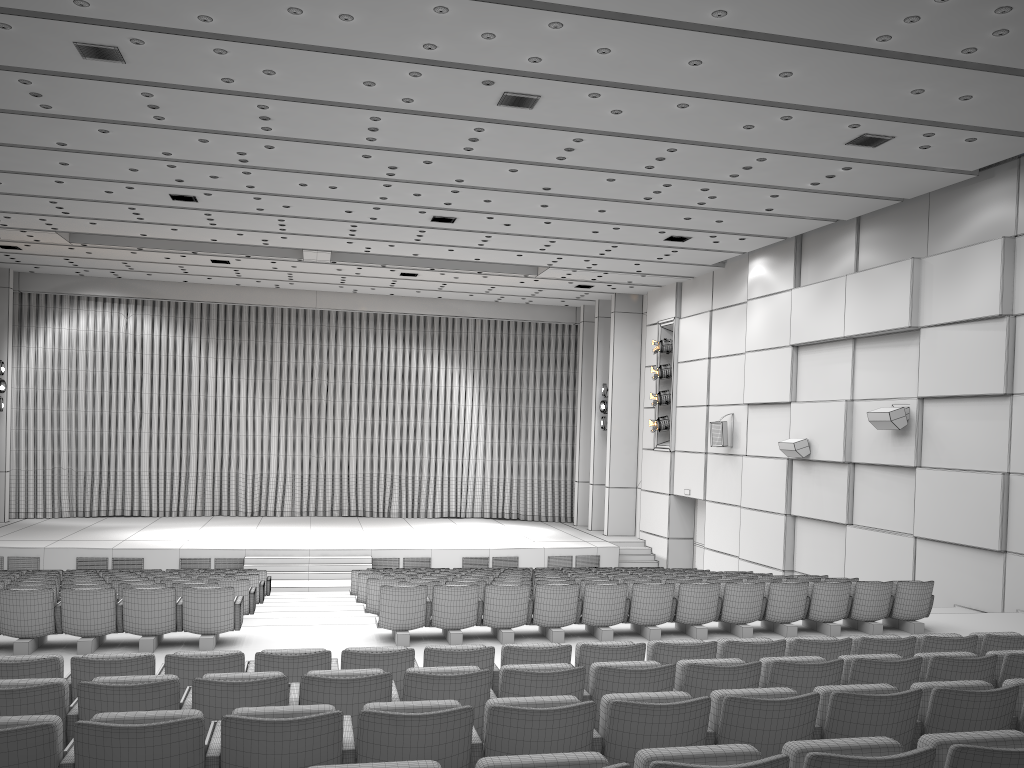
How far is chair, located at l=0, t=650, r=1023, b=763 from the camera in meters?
4.4 m

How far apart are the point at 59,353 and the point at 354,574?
14.0 meters

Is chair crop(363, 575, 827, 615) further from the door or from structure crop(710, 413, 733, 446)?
the door

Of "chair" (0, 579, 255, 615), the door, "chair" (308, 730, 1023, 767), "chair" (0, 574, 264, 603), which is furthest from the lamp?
"chair" (308, 730, 1023, 767)

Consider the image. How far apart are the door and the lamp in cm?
147

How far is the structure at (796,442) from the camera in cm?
1622

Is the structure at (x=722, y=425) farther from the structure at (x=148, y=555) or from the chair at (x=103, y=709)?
the chair at (x=103, y=709)

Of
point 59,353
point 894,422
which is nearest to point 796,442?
point 894,422

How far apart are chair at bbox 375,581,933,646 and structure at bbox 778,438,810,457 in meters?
5.7 m

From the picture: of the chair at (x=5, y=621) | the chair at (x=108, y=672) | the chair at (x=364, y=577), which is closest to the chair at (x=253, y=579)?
the chair at (x=364, y=577)
